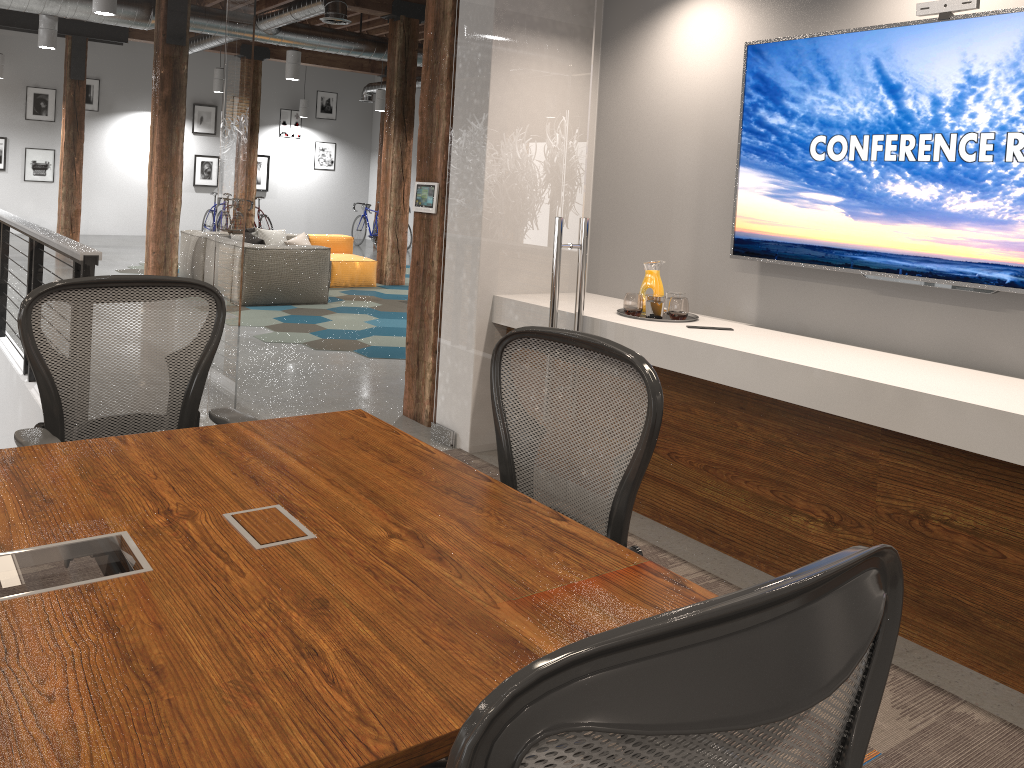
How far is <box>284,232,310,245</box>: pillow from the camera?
11.5 meters

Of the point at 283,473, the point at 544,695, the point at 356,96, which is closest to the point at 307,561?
the point at 283,473

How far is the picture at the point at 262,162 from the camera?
19.6m

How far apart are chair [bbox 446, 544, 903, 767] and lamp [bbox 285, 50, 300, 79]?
12.0 meters

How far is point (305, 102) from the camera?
19.2m

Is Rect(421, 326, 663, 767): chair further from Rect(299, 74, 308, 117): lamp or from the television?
Rect(299, 74, 308, 117): lamp

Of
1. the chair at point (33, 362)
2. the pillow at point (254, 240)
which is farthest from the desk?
the pillow at point (254, 240)

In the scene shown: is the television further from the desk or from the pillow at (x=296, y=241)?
the pillow at (x=296, y=241)

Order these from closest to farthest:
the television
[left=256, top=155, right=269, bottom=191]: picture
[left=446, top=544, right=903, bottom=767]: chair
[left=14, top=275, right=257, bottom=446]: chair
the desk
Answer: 1. [left=446, top=544, right=903, bottom=767]: chair
2. the desk
3. [left=14, top=275, right=257, bottom=446]: chair
4. the television
5. [left=256, top=155, right=269, bottom=191]: picture

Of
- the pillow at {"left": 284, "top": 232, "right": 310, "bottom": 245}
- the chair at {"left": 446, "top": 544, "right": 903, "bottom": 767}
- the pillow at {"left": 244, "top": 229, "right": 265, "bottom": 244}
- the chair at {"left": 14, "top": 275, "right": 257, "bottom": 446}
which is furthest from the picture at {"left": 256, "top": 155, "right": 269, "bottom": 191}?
the chair at {"left": 446, "top": 544, "right": 903, "bottom": 767}
